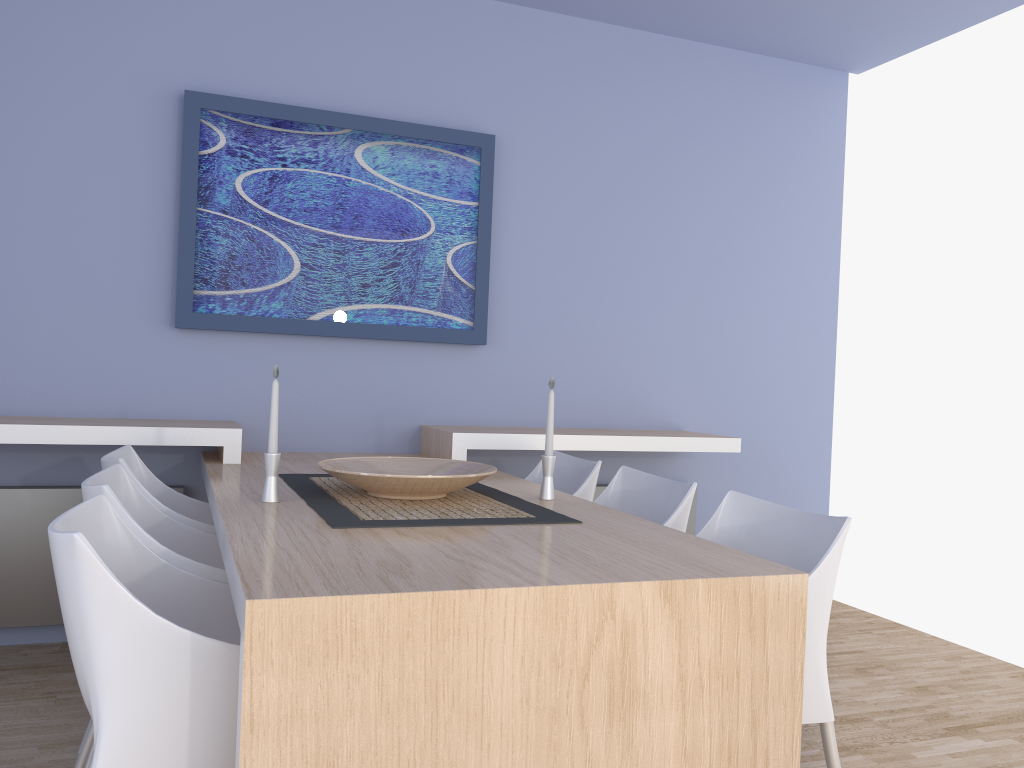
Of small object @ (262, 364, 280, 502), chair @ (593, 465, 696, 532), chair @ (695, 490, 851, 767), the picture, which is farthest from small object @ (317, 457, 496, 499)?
the picture

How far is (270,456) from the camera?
2.2 meters

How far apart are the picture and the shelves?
0.4 meters

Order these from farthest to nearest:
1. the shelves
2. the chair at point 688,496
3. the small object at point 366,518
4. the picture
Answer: the picture
the shelves
the chair at point 688,496
the small object at point 366,518

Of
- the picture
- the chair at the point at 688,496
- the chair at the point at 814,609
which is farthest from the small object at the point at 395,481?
the picture

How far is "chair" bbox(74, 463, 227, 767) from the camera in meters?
1.9

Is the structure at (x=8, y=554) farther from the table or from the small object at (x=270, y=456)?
the small object at (x=270, y=456)

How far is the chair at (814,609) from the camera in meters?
1.8 m

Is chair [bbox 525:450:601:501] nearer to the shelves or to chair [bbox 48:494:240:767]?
the shelves

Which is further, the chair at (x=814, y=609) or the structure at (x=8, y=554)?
the structure at (x=8, y=554)
